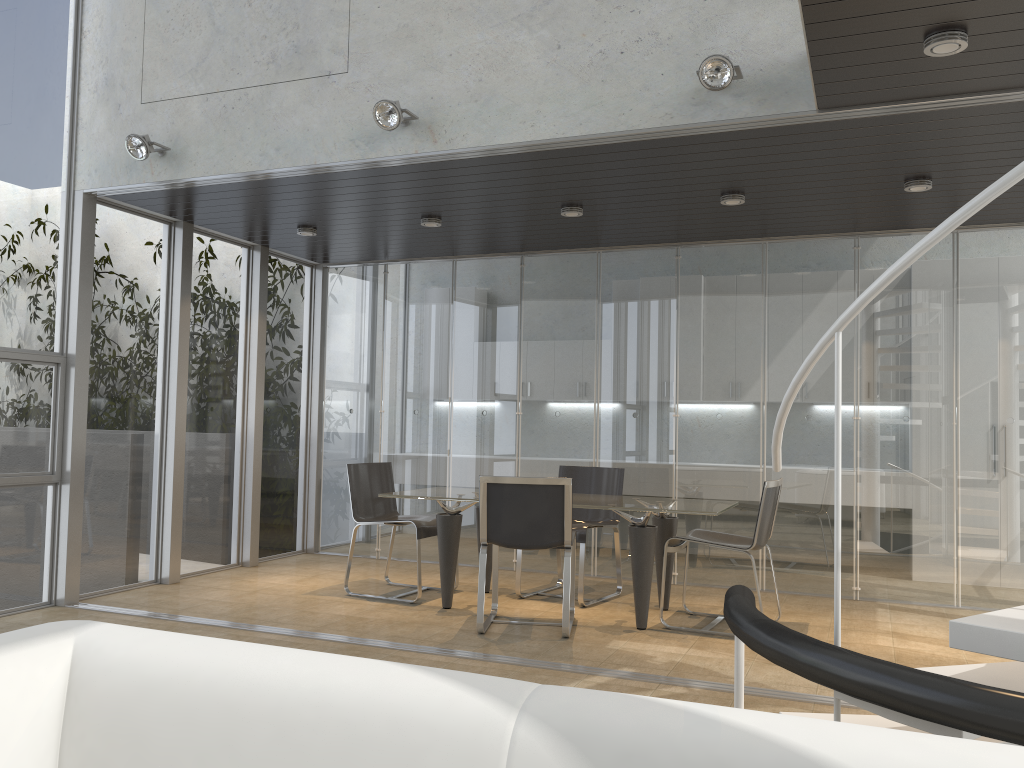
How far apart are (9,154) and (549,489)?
3.9m

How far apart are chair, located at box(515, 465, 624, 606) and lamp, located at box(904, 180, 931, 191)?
2.7m

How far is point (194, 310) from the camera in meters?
6.9

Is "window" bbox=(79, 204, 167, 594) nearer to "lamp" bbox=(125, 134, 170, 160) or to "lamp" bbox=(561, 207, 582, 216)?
"lamp" bbox=(125, 134, 170, 160)

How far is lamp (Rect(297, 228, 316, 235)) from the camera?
6.8m

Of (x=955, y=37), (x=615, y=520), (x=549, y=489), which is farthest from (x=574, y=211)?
(x=955, y=37)

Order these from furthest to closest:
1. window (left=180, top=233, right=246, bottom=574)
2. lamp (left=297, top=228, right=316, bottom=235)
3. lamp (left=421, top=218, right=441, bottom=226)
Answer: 1. window (left=180, top=233, right=246, bottom=574)
2. lamp (left=297, top=228, right=316, bottom=235)
3. lamp (left=421, top=218, right=441, bottom=226)

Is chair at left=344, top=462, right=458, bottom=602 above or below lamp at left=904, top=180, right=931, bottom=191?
below

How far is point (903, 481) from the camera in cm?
639

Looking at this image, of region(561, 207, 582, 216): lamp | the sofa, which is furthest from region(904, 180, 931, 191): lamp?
the sofa
